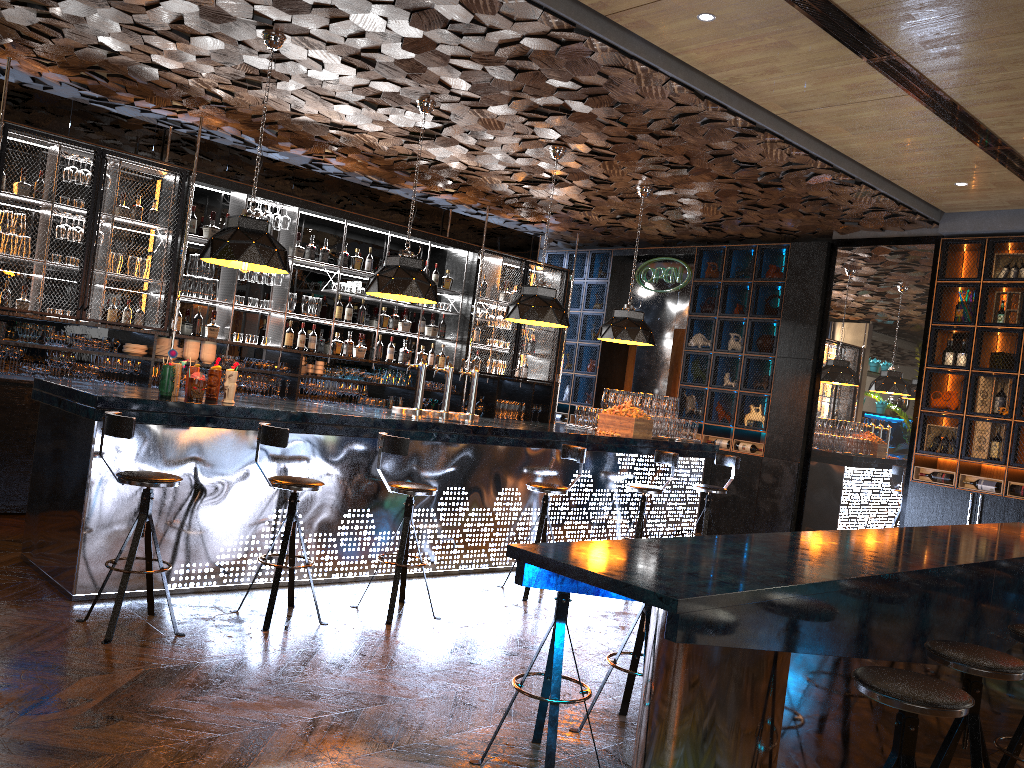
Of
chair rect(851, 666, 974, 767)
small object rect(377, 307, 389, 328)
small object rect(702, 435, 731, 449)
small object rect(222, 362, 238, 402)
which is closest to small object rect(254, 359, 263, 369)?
small object rect(377, 307, 389, 328)

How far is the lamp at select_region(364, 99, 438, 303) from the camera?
6.8 meters

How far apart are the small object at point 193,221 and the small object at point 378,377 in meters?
2.5 m

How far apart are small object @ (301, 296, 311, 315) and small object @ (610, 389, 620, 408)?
3.3 meters

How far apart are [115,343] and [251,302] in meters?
1.4

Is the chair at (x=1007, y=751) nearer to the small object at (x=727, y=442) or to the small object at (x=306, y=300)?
the small object at (x=727, y=442)

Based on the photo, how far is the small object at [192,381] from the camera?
5.4 meters

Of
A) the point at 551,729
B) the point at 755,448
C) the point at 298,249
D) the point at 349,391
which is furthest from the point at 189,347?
the point at 755,448

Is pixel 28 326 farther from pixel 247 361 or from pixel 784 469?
pixel 784 469

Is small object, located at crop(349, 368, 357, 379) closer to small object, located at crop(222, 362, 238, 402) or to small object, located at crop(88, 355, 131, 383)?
small object, located at crop(88, 355, 131, 383)
